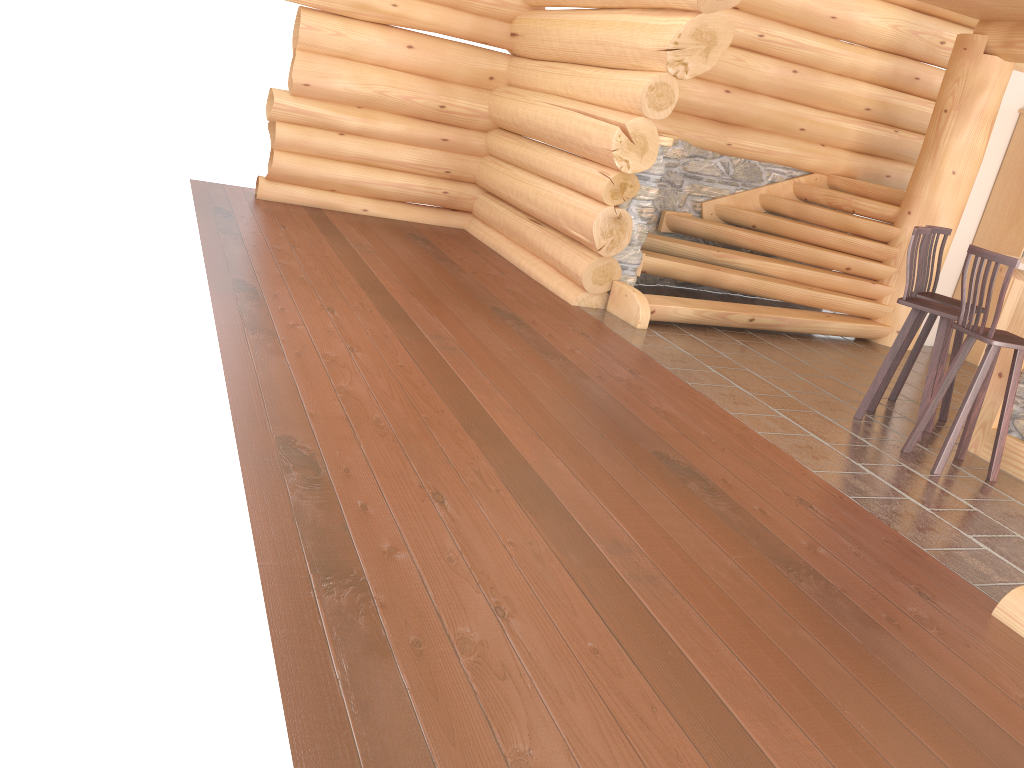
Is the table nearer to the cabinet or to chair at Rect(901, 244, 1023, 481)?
chair at Rect(901, 244, 1023, 481)

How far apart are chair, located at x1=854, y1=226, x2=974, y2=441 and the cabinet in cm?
316

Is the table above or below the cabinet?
below

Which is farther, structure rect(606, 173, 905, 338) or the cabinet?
the cabinet

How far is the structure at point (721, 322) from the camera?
7.8 meters

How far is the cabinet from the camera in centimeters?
844cm

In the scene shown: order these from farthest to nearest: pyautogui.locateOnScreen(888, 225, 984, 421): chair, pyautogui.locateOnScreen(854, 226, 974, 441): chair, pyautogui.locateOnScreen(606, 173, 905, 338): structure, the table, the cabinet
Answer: the cabinet < pyautogui.locateOnScreen(606, 173, 905, 338): structure < pyautogui.locateOnScreen(888, 225, 984, 421): chair < pyautogui.locateOnScreen(854, 226, 974, 441): chair < the table

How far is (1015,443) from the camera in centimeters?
558cm

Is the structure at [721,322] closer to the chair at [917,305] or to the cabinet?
the cabinet

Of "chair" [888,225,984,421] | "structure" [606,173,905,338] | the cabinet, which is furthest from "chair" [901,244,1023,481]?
the cabinet
